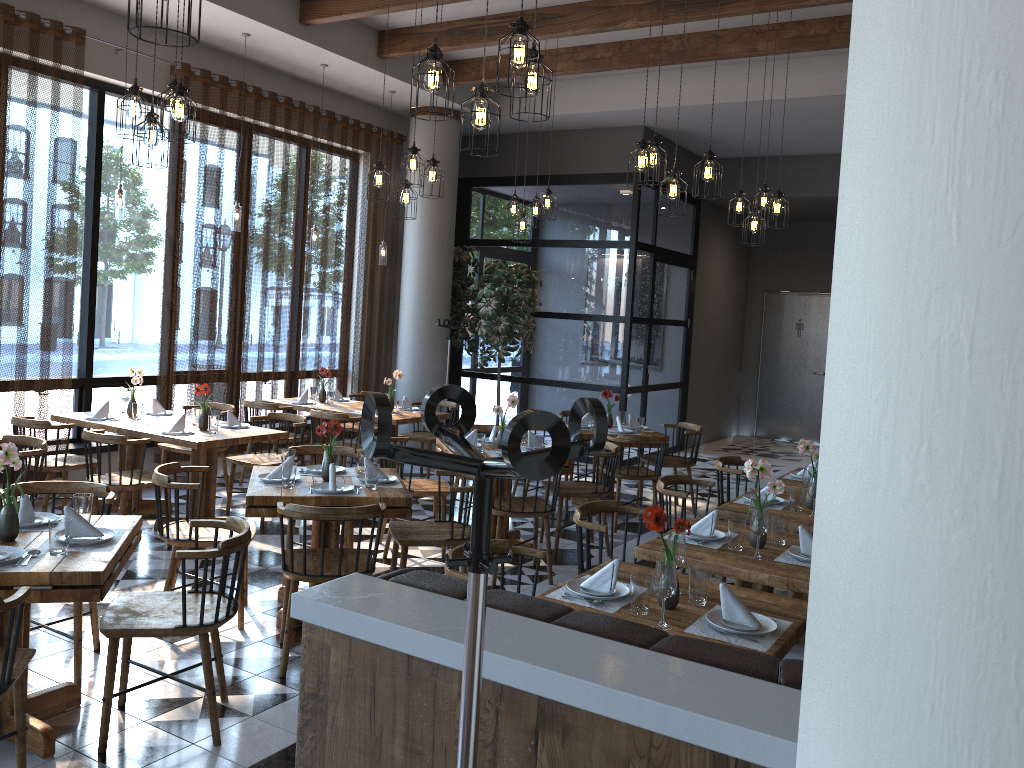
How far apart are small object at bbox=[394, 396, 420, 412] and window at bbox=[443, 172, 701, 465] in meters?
2.8 m

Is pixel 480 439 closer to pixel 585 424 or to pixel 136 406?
pixel 585 424

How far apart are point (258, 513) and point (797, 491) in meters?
2.9 m

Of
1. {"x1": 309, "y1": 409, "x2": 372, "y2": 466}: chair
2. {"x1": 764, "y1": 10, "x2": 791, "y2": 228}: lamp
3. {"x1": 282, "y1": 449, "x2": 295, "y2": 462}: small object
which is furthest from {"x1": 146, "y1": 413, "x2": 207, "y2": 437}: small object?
{"x1": 764, "y1": 10, "x2": 791, "y2": 228}: lamp

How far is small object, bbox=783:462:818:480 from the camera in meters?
6.1

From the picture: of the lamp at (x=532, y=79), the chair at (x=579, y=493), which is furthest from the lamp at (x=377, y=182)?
the lamp at (x=532, y=79)

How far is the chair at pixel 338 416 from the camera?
7.6 meters

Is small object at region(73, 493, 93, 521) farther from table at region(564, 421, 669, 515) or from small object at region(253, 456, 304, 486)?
table at region(564, 421, 669, 515)

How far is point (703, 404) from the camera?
13.1m

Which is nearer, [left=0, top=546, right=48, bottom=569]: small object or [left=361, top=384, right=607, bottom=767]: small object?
[left=361, top=384, right=607, bottom=767]: small object
